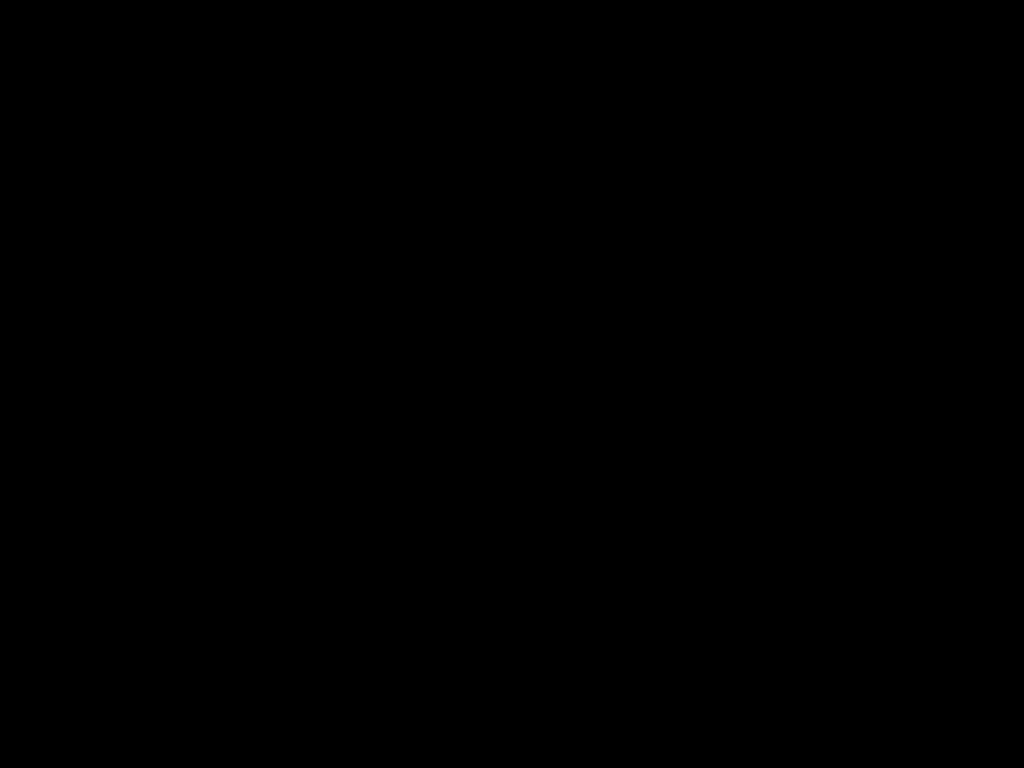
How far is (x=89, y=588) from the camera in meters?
0.4
